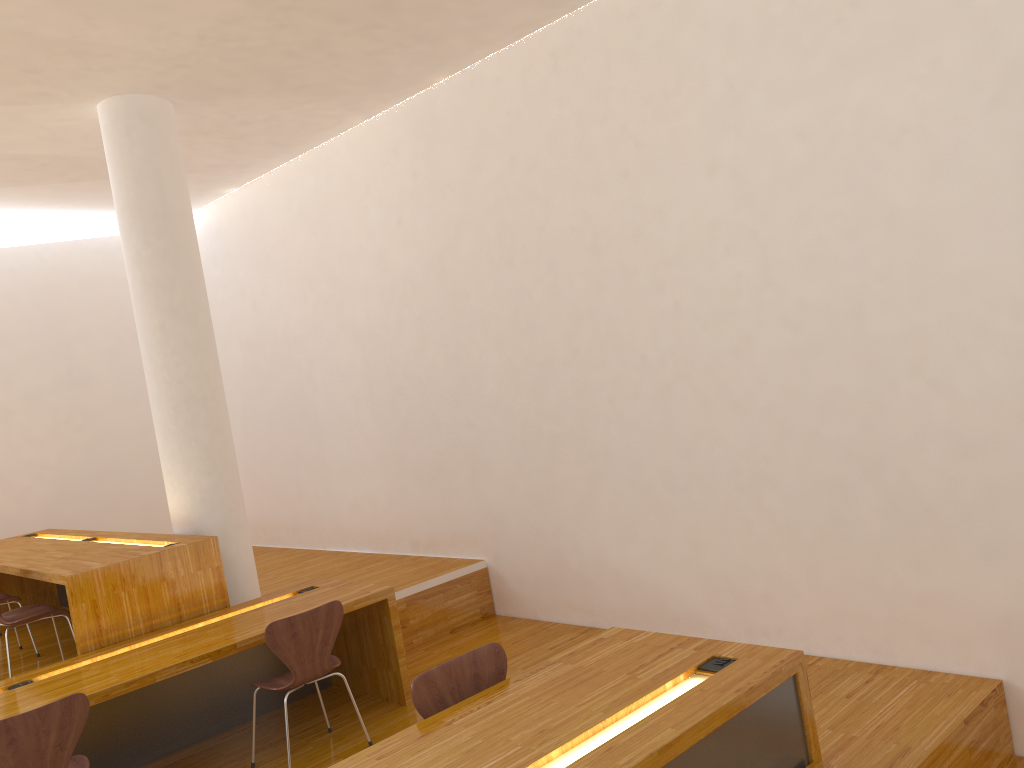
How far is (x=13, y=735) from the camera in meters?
3.1 m

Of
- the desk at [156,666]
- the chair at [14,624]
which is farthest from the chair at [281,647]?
the chair at [14,624]

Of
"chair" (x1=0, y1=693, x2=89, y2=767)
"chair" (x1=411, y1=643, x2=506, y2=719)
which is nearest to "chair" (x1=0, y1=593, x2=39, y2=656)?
"chair" (x1=0, y1=693, x2=89, y2=767)

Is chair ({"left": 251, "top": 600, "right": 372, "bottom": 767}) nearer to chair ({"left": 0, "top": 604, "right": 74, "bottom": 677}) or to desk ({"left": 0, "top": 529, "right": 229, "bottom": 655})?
desk ({"left": 0, "top": 529, "right": 229, "bottom": 655})

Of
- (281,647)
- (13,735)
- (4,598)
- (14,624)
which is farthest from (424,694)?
(4,598)

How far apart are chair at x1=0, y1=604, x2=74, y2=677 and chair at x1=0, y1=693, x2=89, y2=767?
1.3 meters

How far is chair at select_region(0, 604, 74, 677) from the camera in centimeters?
449cm

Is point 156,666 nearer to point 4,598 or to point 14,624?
point 14,624

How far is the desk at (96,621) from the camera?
4.3 meters

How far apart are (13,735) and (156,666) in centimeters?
72cm
